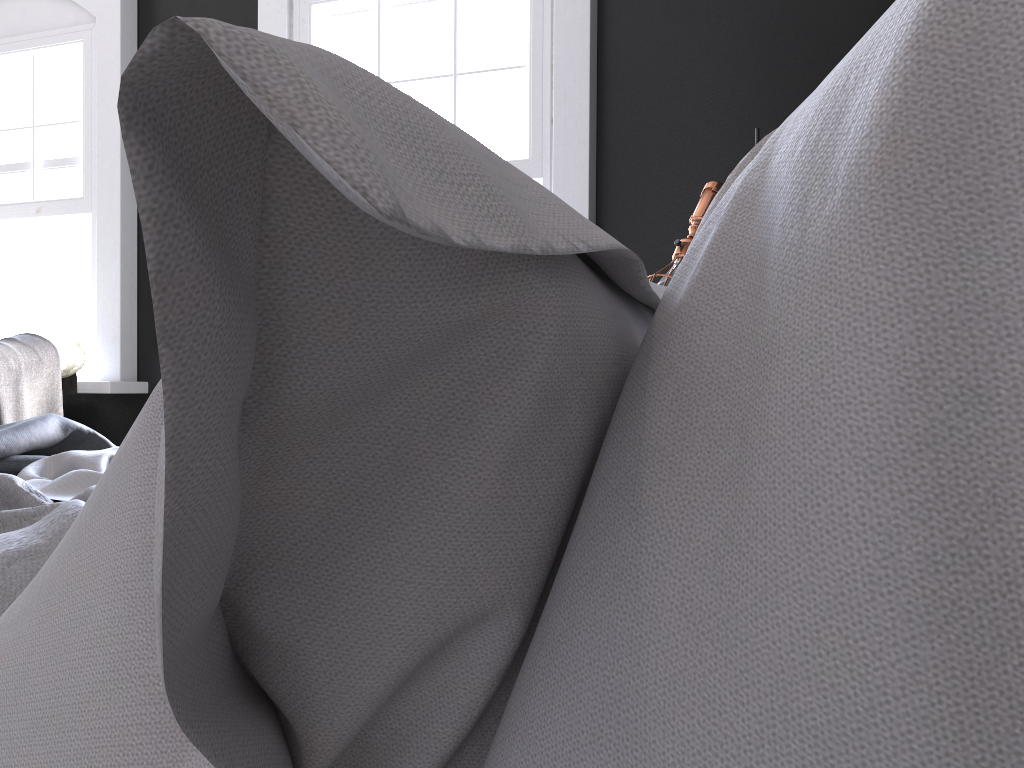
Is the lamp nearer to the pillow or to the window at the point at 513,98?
the window at the point at 513,98

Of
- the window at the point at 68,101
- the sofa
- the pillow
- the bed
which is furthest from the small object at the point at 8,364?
the pillow

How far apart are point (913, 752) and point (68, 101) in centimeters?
606cm

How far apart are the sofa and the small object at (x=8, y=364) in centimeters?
5cm

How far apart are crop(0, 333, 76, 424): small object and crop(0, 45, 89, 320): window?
0.6 meters

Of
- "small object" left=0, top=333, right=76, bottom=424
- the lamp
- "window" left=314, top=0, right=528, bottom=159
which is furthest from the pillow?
"small object" left=0, top=333, right=76, bottom=424

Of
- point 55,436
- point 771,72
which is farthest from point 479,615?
point 771,72

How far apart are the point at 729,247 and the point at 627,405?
0.1m

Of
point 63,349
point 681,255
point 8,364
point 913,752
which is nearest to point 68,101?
point 63,349

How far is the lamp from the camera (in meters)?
2.74
